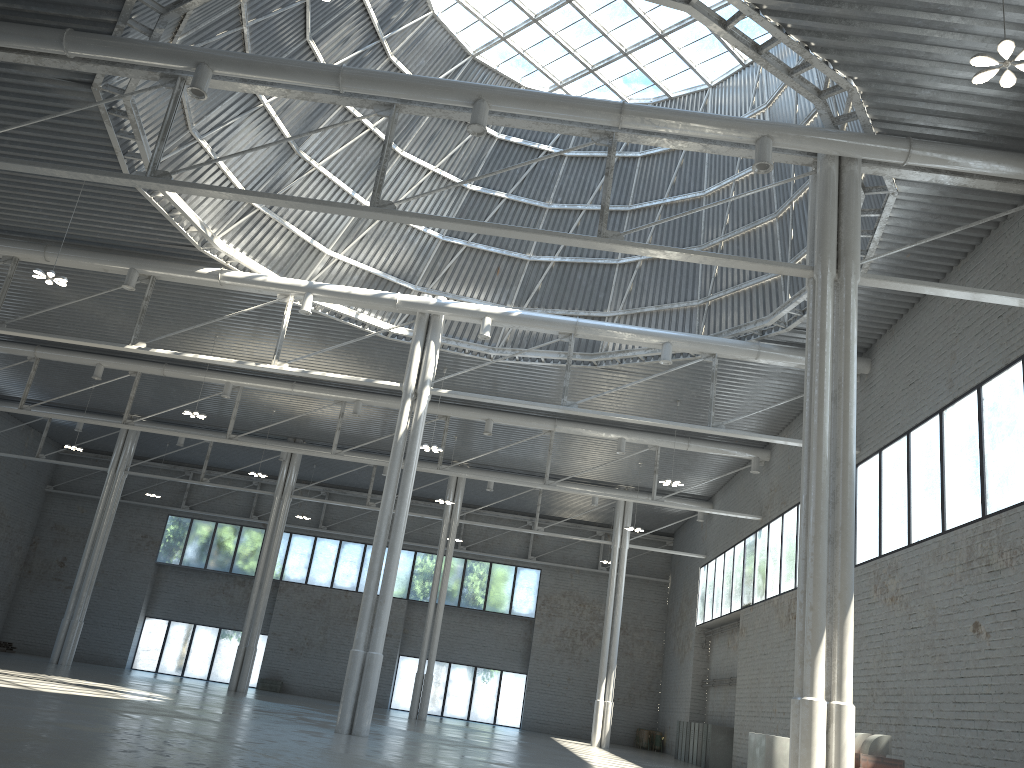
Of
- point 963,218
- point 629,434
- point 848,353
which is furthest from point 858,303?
point 629,434

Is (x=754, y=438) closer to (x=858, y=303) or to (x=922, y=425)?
(x=858, y=303)

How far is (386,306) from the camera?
33.7m
